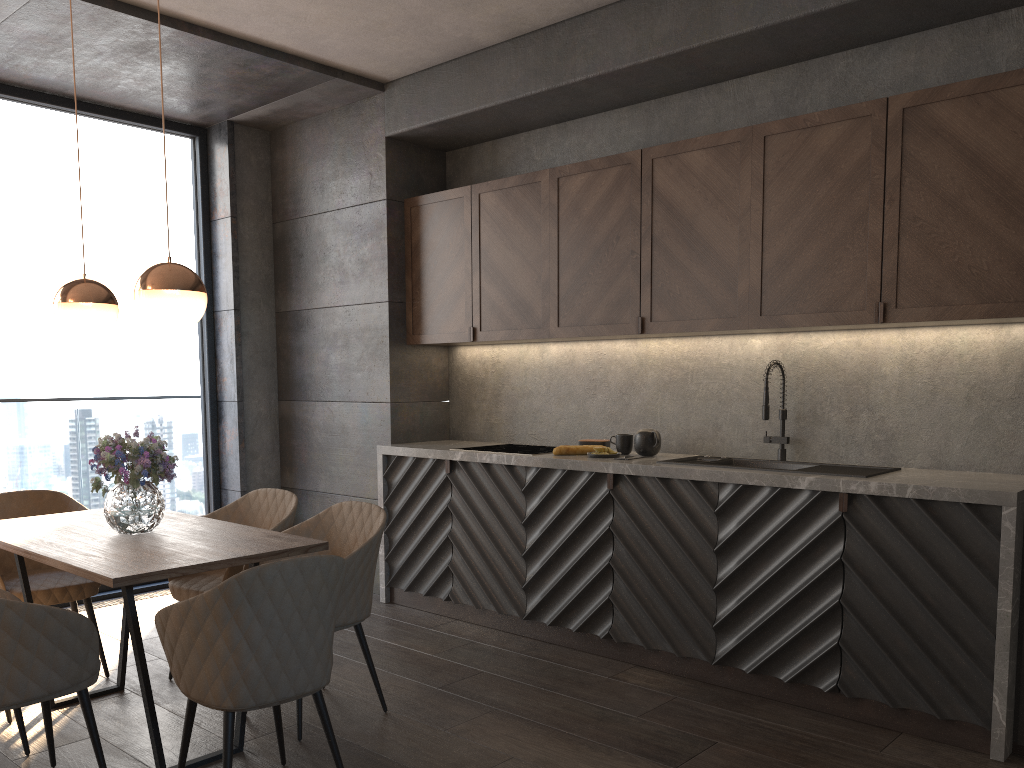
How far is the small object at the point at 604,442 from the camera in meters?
4.6 m

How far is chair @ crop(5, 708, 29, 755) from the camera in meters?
3.1

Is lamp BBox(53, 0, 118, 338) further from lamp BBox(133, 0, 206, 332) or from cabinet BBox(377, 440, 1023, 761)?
cabinet BBox(377, 440, 1023, 761)

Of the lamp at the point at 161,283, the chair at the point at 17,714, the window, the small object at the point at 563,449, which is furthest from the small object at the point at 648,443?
the window

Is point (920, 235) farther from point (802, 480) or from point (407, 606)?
point (407, 606)

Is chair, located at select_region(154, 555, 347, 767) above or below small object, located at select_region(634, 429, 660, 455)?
below

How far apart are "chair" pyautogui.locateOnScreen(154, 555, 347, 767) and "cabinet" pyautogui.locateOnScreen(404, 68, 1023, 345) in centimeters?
212cm

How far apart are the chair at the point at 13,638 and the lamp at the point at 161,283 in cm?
98

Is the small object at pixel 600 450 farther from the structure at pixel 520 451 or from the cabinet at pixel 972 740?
→ the structure at pixel 520 451

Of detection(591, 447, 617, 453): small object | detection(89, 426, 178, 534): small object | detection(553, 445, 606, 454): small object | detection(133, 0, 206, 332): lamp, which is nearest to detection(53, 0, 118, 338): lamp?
detection(89, 426, 178, 534): small object
